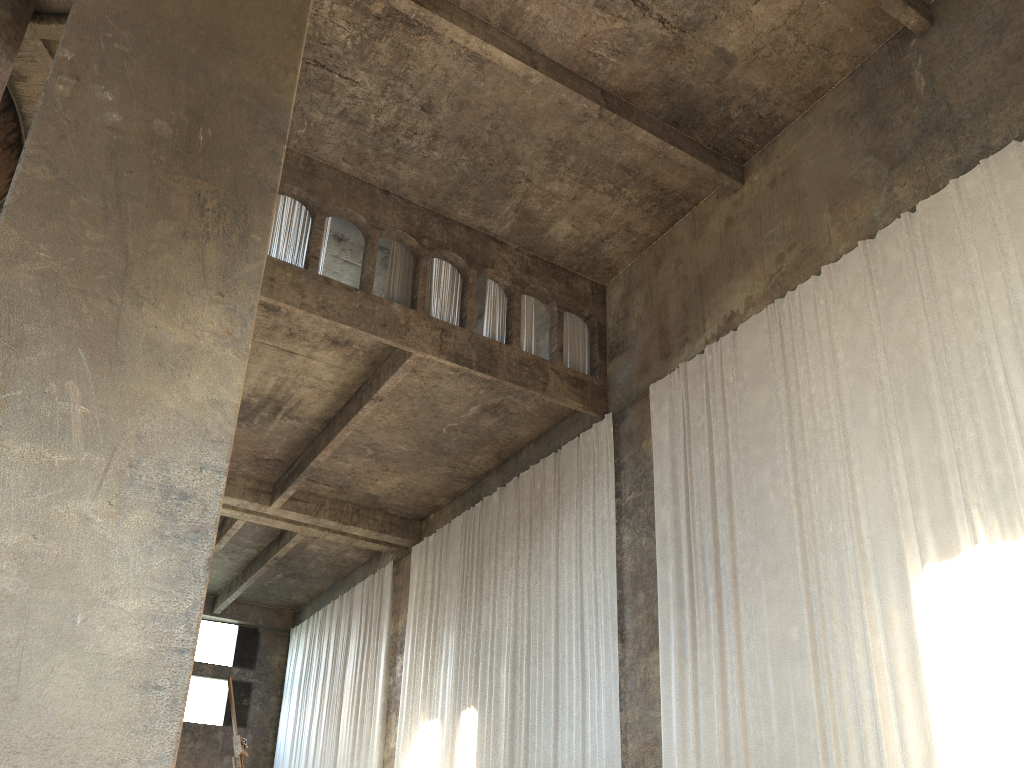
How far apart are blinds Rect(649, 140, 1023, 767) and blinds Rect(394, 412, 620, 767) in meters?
1.1 m

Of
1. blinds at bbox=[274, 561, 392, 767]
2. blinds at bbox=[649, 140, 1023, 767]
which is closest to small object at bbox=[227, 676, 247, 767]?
blinds at bbox=[649, 140, 1023, 767]

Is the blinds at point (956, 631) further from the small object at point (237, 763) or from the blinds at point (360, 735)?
the blinds at point (360, 735)

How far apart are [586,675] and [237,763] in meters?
10.2

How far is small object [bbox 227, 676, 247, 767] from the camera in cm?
357

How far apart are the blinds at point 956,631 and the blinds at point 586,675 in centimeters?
109cm

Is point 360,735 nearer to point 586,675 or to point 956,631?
point 586,675

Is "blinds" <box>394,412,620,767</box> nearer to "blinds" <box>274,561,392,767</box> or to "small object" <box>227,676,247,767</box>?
"blinds" <box>274,561,392,767</box>

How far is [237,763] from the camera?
3.57m

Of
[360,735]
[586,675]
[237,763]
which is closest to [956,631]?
[586,675]
